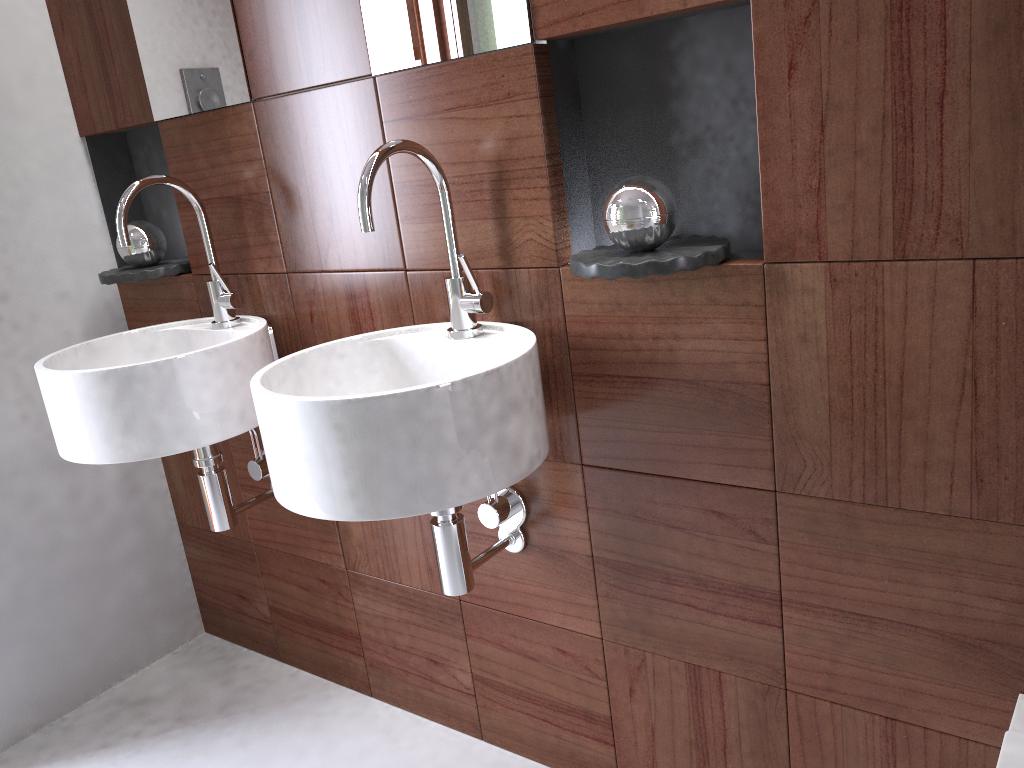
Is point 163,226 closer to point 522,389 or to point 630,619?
point 522,389

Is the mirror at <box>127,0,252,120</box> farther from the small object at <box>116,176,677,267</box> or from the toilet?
the toilet

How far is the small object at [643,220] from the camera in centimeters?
116cm

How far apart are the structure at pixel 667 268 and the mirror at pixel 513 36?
0.31m

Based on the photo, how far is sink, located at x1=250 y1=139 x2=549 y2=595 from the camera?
1.1m

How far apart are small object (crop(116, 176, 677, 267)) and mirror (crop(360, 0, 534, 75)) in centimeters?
25cm

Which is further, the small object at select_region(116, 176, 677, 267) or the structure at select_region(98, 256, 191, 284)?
the structure at select_region(98, 256, 191, 284)

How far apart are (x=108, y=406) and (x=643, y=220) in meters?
0.9

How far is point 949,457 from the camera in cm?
107

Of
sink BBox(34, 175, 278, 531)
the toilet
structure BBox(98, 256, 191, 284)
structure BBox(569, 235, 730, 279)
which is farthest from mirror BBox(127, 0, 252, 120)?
the toilet
